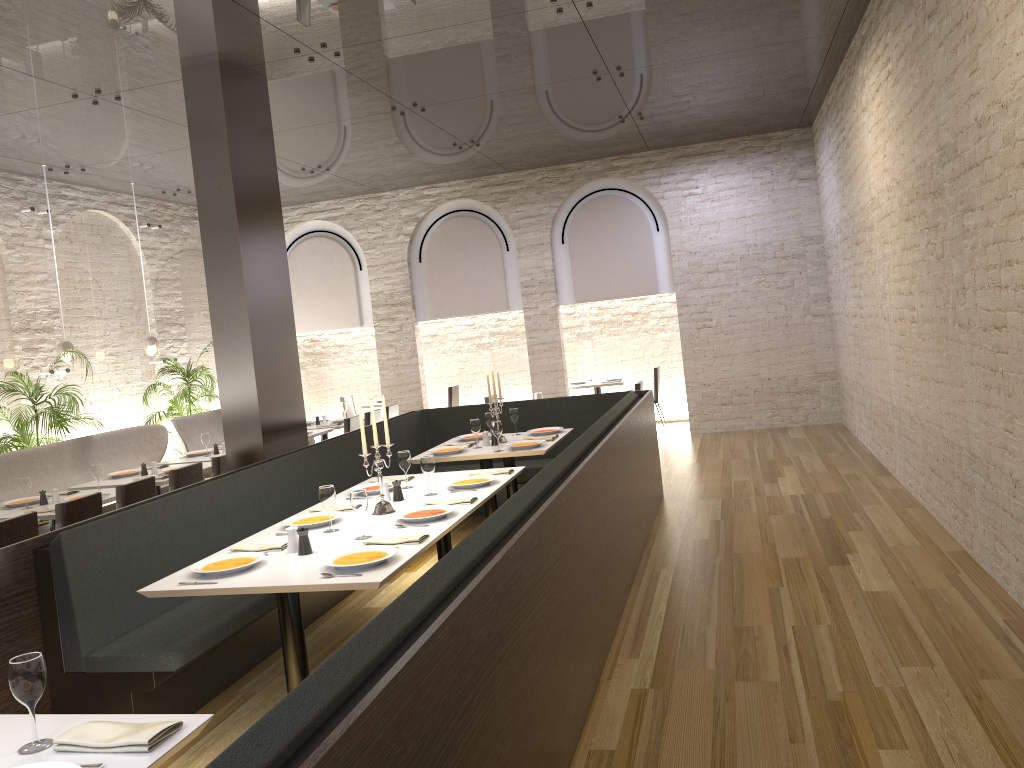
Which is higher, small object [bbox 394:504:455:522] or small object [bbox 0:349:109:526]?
small object [bbox 0:349:109:526]

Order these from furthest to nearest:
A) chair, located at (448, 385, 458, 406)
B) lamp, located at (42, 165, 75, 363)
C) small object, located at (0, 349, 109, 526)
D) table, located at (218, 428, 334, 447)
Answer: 1. chair, located at (448, 385, 458, 406)
2. table, located at (218, 428, 334, 447)
3. lamp, located at (42, 165, 75, 363)
4. small object, located at (0, 349, 109, 526)

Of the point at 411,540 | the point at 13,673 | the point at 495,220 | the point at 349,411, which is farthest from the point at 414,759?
the point at 349,411

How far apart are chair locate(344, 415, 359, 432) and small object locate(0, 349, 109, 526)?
2.7 meters

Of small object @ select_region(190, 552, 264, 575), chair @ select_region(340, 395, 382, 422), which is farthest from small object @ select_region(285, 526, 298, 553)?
chair @ select_region(340, 395, 382, 422)

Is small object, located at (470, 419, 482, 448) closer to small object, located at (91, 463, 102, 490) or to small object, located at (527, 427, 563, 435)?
small object, located at (527, 427, 563, 435)

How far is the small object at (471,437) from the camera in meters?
7.7 m

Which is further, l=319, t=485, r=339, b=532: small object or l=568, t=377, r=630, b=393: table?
l=568, t=377, r=630, b=393: table

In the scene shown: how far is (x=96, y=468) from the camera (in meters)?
6.83

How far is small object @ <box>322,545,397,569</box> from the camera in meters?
3.7
